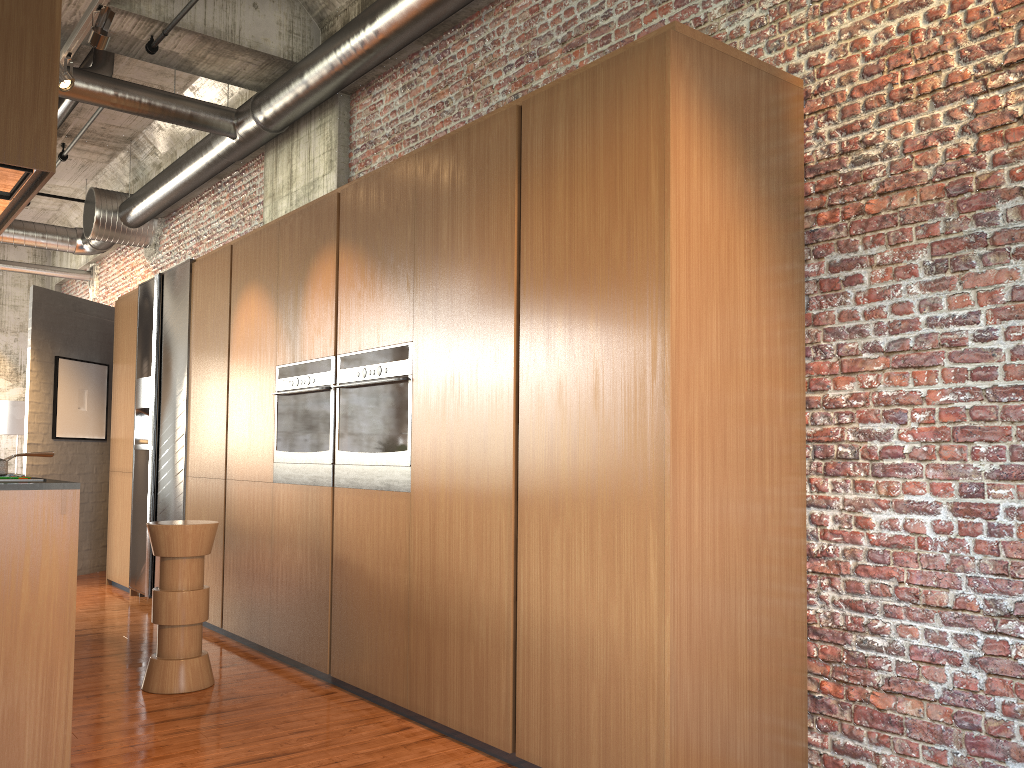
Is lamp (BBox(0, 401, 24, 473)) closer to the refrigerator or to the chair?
the refrigerator

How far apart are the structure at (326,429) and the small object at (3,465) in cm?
190

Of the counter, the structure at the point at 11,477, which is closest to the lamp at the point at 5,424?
the structure at the point at 11,477

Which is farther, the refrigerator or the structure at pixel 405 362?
the refrigerator

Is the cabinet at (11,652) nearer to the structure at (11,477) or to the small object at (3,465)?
the structure at (11,477)

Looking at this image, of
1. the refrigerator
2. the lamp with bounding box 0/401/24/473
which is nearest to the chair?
the refrigerator

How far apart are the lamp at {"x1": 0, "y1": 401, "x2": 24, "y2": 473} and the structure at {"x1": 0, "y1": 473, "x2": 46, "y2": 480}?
12.3m

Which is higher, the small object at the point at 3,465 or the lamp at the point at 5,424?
the lamp at the point at 5,424

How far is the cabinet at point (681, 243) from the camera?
3.3m

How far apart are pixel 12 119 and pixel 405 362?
2.09m
